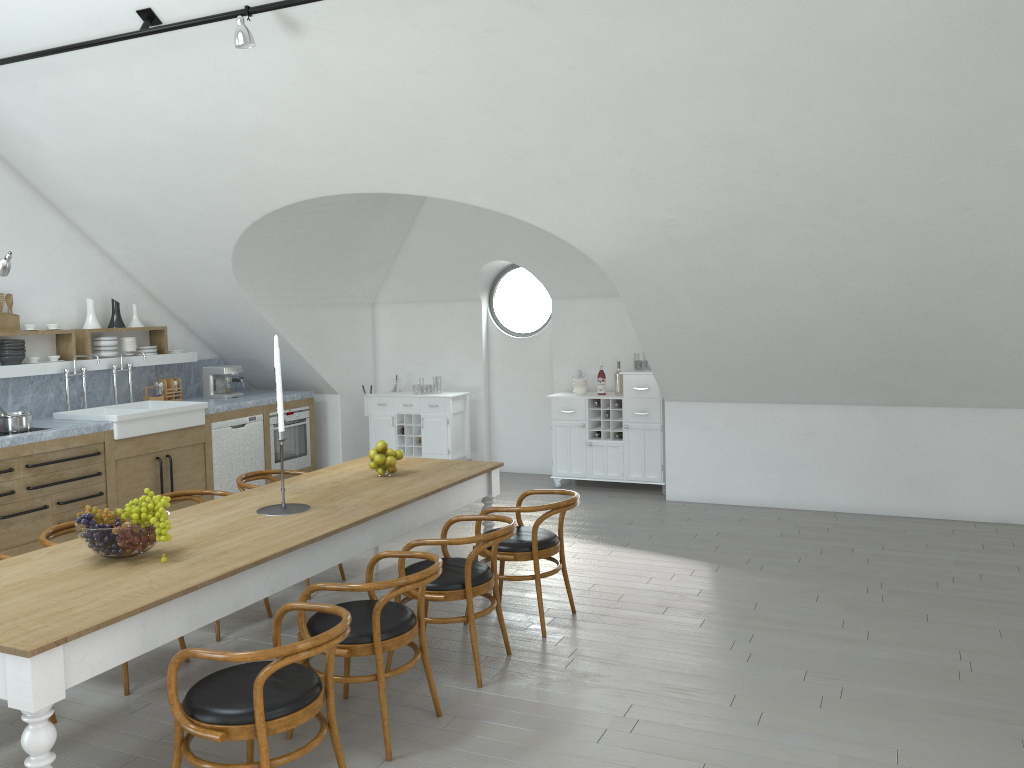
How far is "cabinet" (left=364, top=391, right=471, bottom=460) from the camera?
9.09m

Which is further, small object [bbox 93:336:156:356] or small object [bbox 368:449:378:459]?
small object [bbox 93:336:156:356]

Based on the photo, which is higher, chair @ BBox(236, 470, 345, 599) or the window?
the window

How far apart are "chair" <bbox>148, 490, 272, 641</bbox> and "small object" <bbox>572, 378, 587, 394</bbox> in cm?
→ 429

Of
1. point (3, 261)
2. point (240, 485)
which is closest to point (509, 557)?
point (240, 485)

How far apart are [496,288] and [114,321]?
27.7m

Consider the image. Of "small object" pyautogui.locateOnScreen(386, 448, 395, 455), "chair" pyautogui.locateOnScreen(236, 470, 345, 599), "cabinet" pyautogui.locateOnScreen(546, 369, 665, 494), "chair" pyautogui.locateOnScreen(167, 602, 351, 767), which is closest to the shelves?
"chair" pyautogui.locateOnScreen(236, 470, 345, 599)

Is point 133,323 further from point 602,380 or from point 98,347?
point 602,380

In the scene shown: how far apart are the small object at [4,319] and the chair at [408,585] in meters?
4.7

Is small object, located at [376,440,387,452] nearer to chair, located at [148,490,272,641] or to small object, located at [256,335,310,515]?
small object, located at [256,335,310,515]
